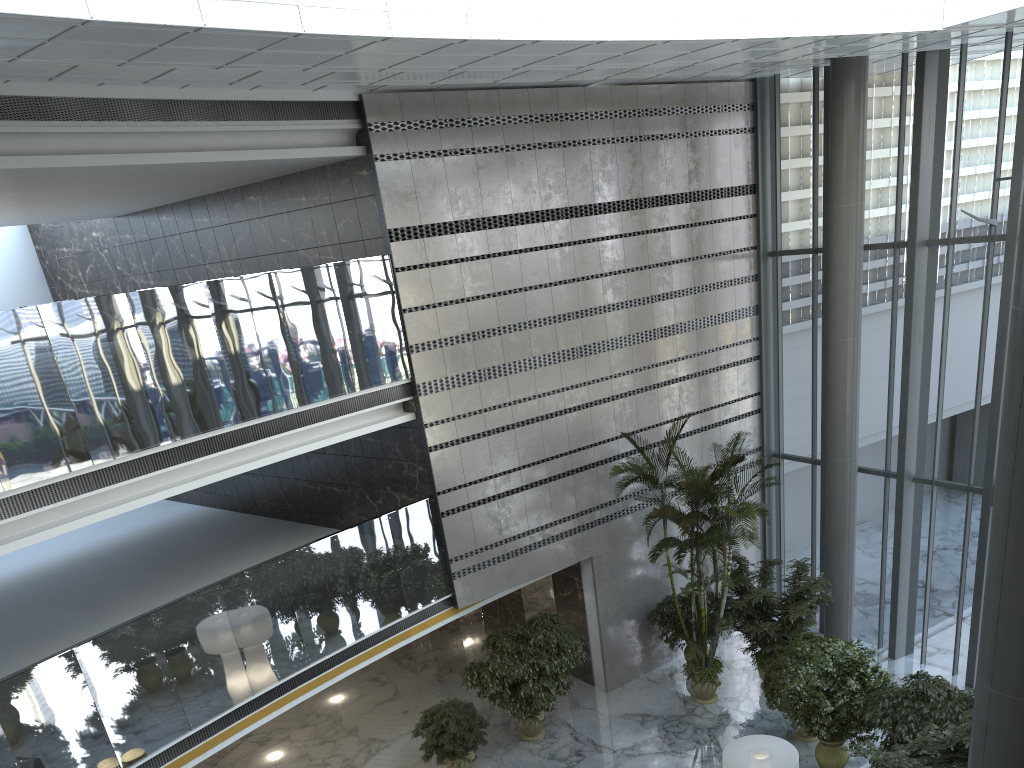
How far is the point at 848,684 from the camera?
10.04m

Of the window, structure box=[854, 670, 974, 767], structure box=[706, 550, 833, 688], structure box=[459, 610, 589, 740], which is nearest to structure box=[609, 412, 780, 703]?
structure box=[706, 550, 833, 688]

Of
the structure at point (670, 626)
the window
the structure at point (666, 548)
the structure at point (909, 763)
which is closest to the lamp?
the structure at point (909, 763)

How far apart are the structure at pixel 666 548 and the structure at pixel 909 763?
3.2 meters

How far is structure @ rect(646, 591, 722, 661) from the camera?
13.2 meters

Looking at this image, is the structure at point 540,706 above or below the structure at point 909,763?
below

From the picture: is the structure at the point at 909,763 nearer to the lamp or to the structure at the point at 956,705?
the structure at the point at 956,705

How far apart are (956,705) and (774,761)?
2.21m

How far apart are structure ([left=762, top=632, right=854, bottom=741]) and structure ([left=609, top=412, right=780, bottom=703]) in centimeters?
83cm

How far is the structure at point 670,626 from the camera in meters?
13.2 m
